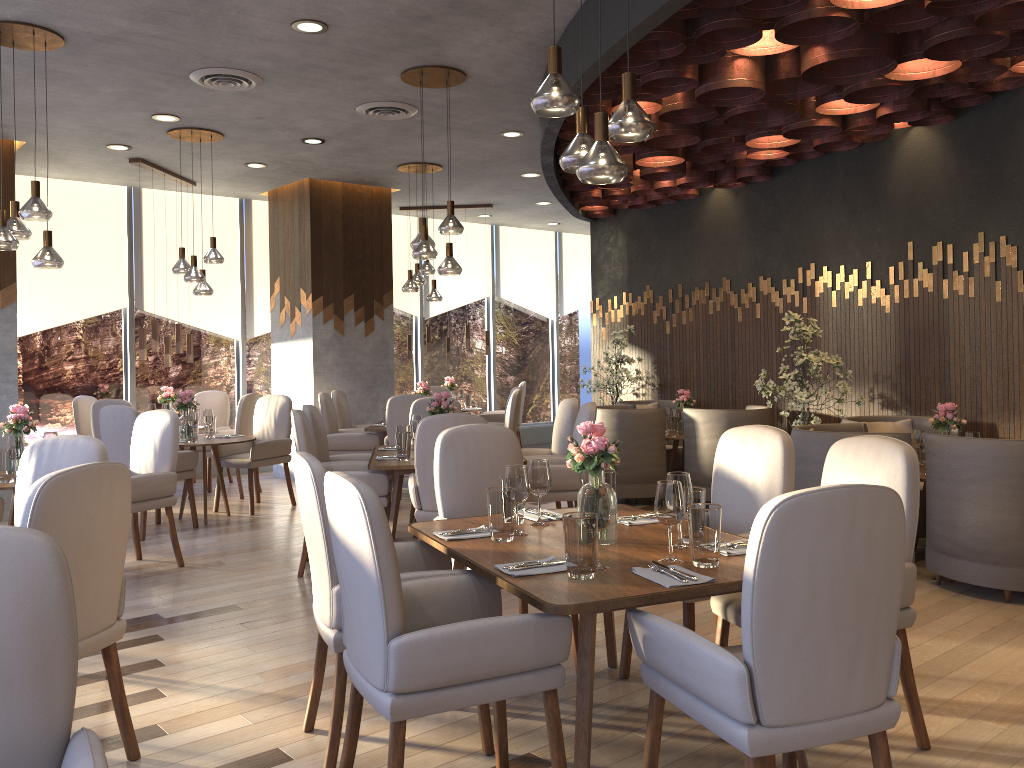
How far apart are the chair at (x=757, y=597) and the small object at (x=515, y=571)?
0.3 meters

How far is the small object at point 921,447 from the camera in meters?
5.2

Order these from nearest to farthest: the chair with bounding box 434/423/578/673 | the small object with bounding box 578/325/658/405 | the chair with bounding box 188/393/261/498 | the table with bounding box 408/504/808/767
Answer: the table with bounding box 408/504/808/767, the chair with bounding box 434/423/578/673, the chair with bounding box 188/393/261/498, the small object with bounding box 578/325/658/405

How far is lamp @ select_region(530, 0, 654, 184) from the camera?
2.81m

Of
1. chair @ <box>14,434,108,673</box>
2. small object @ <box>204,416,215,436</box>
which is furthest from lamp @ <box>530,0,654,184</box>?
small object @ <box>204,416,215,436</box>

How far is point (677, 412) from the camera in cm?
801

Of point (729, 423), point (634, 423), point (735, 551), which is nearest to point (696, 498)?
point (735, 551)

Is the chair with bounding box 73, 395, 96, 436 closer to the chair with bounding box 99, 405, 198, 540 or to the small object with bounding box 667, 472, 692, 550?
the chair with bounding box 99, 405, 198, 540

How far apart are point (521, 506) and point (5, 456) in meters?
3.2

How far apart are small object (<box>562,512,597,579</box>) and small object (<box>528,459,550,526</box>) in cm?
71
